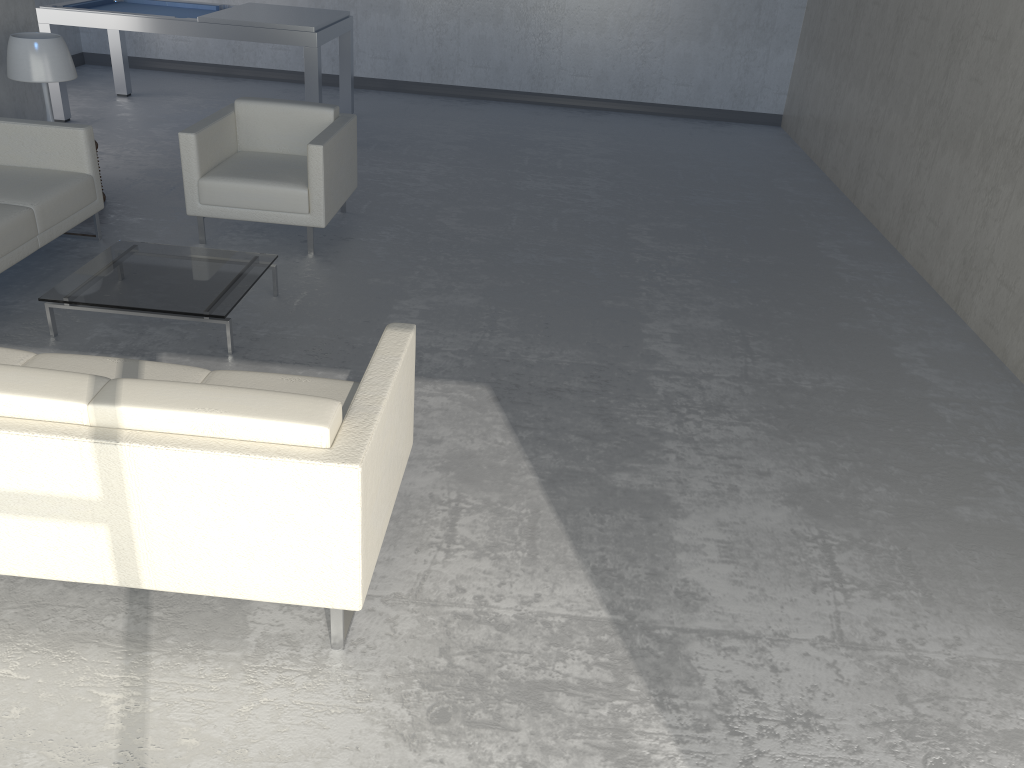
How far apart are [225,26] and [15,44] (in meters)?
2.01

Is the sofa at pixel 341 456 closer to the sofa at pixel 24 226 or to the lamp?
the sofa at pixel 24 226

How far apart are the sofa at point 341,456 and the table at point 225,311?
0.80m

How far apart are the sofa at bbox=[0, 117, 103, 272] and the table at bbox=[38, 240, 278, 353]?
0.3m

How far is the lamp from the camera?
4.7m

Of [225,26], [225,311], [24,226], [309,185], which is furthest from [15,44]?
[225,311]

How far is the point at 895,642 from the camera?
2.49m

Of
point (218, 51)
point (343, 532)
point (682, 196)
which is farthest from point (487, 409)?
point (218, 51)

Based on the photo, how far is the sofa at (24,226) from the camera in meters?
4.0

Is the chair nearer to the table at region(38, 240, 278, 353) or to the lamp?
the table at region(38, 240, 278, 353)
